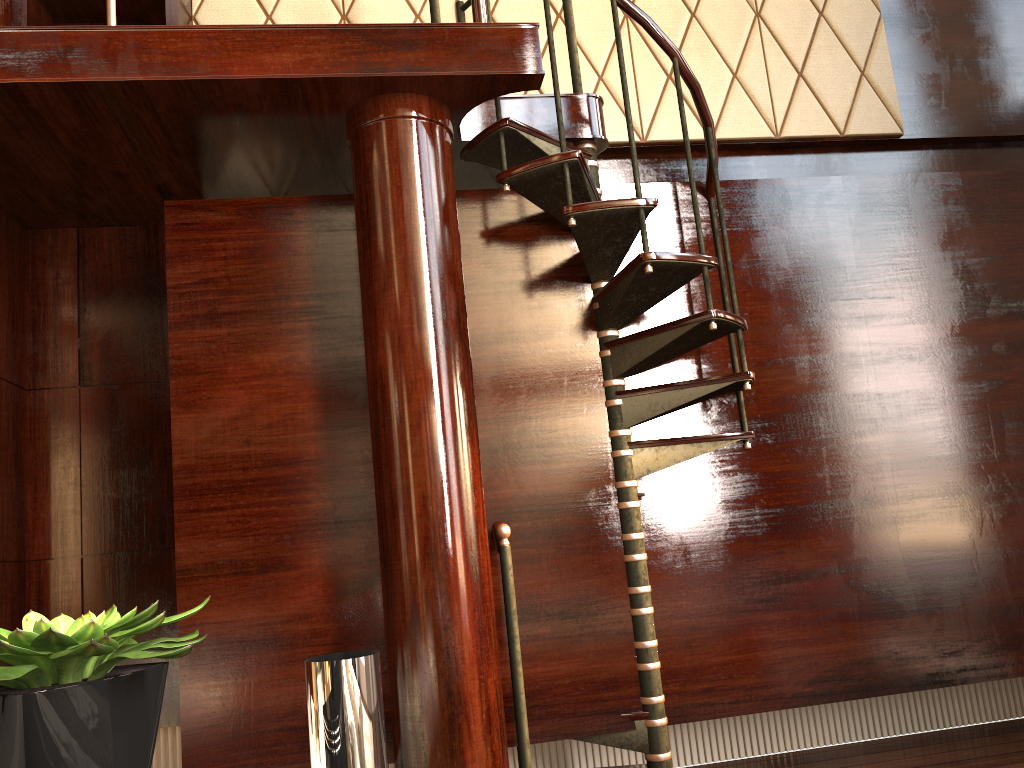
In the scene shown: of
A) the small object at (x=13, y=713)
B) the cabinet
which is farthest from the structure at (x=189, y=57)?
the small object at (x=13, y=713)

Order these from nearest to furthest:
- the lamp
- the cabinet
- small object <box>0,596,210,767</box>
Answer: small object <box>0,596,210,767</box> < the lamp < the cabinet

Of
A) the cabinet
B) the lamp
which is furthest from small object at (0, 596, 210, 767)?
the cabinet

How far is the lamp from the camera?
1.1m

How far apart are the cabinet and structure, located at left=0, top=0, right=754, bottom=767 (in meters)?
0.64

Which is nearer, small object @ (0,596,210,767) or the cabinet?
small object @ (0,596,210,767)

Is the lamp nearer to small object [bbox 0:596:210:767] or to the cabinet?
small object [bbox 0:596:210:767]

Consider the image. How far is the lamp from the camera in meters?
1.1

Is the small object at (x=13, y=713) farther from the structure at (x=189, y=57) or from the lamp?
the structure at (x=189, y=57)

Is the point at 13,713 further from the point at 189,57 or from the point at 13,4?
the point at 13,4
